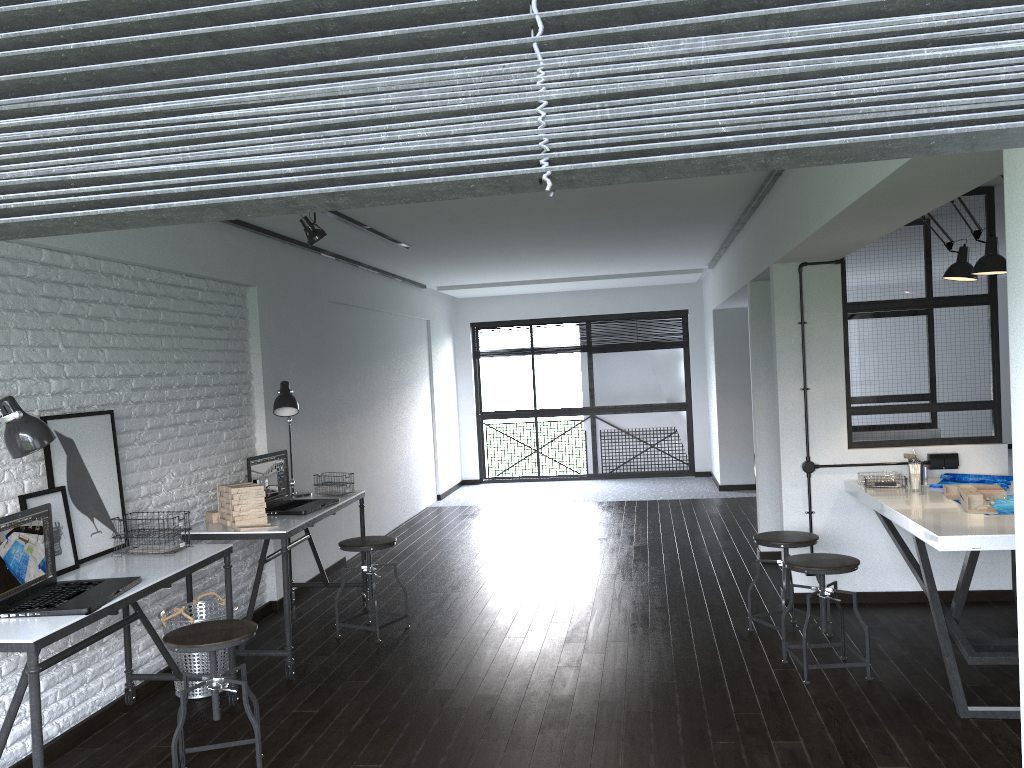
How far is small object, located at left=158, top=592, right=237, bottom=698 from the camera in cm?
398

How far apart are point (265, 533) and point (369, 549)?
0.72m

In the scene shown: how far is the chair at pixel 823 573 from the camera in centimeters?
381cm

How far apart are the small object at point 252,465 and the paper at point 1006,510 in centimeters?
331cm

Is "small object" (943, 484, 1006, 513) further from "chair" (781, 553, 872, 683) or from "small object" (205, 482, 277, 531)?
"small object" (205, 482, 277, 531)

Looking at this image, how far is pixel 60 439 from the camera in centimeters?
357cm

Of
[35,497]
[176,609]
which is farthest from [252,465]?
[35,497]

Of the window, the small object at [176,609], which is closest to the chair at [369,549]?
the small object at [176,609]

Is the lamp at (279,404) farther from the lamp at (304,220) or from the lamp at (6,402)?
the lamp at (6,402)

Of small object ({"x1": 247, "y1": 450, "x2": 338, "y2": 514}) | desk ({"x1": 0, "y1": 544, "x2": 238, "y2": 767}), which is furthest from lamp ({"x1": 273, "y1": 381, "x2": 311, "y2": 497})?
desk ({"x1": 0, "y1": 544, "x2": 238, "y2": 767})
